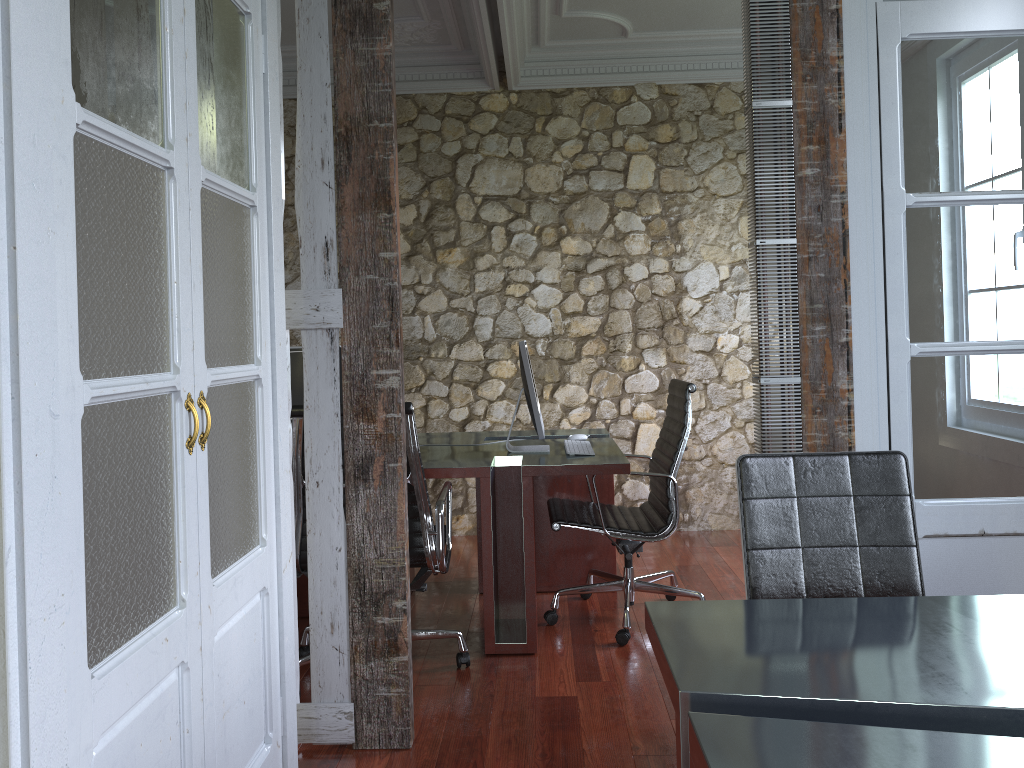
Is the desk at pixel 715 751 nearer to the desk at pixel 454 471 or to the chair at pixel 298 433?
the chair at pixel 298 433

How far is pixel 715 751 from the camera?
1.23m

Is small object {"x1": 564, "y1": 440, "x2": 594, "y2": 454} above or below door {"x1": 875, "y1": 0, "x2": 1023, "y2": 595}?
below

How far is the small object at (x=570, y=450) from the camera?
3.7 meters

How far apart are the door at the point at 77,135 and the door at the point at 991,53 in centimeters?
171cm

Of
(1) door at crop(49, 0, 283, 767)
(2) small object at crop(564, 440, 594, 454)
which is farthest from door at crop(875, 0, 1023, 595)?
(1) door at crop(49, 0, 283, 767)

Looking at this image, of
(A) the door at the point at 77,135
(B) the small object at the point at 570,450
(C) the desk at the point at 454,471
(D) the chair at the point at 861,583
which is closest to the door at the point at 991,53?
(D) the chair at the point at 861,583

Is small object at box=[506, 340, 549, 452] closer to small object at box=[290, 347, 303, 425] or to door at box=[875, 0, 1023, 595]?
small object at box=[290, 347, 303, 425]

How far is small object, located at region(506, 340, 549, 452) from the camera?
3.7 meters

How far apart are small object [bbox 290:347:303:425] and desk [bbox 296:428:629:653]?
0.6m
